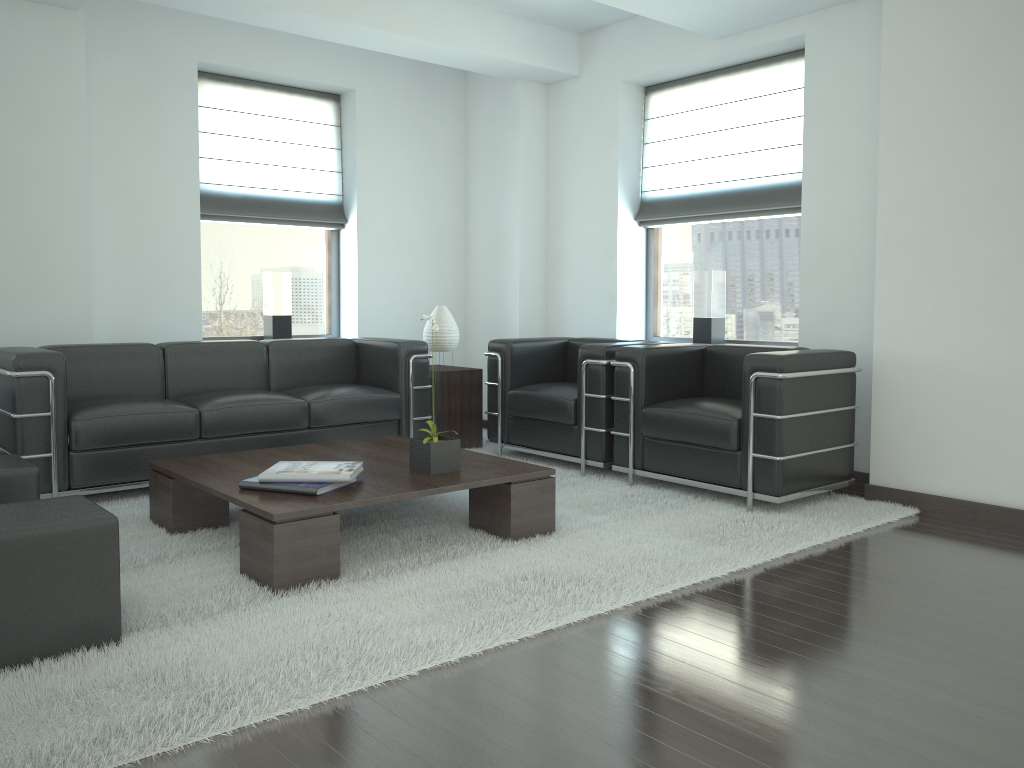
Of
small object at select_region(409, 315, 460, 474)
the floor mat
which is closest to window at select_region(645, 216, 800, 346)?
the floor mat

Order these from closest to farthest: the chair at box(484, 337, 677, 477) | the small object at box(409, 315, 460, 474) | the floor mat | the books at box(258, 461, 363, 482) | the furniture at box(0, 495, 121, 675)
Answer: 1. the floor mat
2. the furniture at box(0, 495, 121, 675)
3. the books at box(258, 461, 363, 482)
4. the small object at box(409, 315, 460, 474)
5. the chair at box(484, 337, 677, 477)

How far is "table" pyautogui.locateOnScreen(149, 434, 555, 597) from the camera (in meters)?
4.59

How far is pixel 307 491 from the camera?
4.91m

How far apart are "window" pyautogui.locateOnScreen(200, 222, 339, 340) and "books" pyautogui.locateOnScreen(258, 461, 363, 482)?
4.1 meters

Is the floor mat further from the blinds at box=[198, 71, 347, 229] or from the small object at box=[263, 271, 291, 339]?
the blinds at box=[198, 71, 347, 229]

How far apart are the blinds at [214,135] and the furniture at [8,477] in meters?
4.0 m

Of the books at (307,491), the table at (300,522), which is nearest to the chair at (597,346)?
the table at (300,522)

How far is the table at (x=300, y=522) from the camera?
4.6m

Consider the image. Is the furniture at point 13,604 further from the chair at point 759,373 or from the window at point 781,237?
the window at point 781,237
